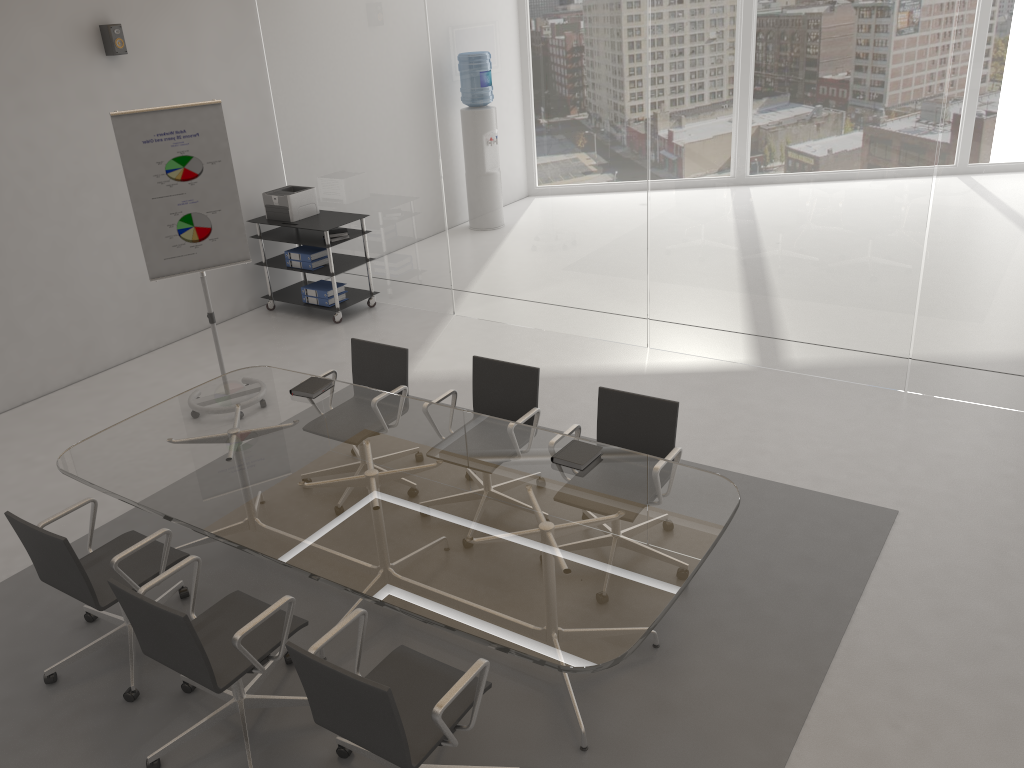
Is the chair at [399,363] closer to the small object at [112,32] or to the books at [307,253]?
the books at [307,253]

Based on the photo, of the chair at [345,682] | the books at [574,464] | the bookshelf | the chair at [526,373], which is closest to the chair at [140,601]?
the chair at [345,682]

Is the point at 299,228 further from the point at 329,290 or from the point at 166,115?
the point at 166,115

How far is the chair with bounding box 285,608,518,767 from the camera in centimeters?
268cm

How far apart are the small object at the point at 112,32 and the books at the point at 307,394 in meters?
3.6

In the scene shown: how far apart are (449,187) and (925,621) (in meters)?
4.97

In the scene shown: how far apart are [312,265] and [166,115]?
2.4m

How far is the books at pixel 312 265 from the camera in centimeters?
780cm

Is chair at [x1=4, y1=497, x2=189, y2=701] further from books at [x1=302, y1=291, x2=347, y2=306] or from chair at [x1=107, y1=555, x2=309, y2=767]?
books at [x1=302, y1=291, x2=347, y2=306]

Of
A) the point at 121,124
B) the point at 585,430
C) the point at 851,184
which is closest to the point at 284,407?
the point at 585,430
